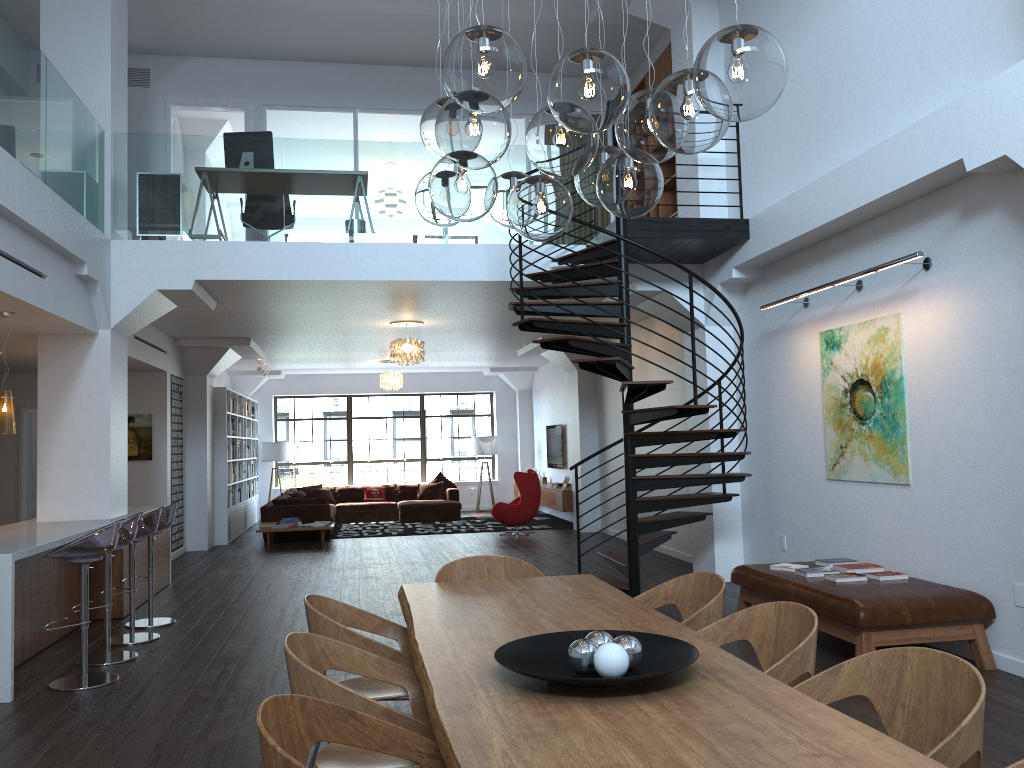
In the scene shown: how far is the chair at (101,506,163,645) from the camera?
6.73m

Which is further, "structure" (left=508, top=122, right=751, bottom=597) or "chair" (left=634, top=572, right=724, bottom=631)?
"structure" (left=508, top=122, right=751, bottom=597)

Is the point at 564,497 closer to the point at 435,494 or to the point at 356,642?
the point at 435,494

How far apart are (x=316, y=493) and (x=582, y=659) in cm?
1528

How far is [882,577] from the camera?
5.9 meters

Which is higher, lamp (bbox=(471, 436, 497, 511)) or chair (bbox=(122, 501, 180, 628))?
lamp (bbox=(471, 436, 497, 511))

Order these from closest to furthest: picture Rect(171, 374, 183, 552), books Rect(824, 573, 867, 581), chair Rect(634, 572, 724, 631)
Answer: chair Rect(634, 572, 724, 631) < books Rect(824, 573, 867, 581) < picture Rect(171, 374, 183, 552)

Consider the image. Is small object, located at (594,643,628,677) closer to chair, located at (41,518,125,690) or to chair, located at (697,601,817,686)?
chair, located at (697,601,817,686)

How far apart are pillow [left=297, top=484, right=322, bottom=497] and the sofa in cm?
57

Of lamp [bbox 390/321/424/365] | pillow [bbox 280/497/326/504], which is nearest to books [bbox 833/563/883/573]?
lamp [bbox 390/321/424/365]
